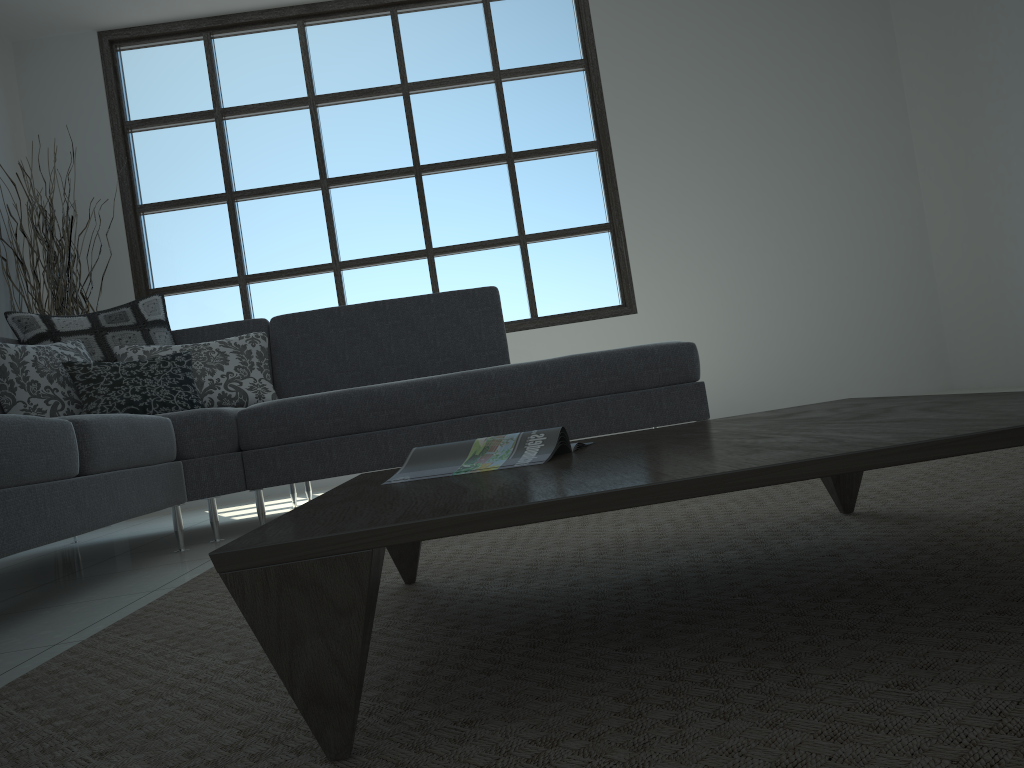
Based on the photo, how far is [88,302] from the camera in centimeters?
500cm

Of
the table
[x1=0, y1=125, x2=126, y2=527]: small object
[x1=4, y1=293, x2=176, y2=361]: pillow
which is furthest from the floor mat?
[x1=0, y1=125, x2=126, y2=527]: small object

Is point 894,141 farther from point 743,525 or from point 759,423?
point 759,423

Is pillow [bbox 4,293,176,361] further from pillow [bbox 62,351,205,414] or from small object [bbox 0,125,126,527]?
small object [bbox 0,125,126,527]

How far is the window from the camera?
5.55m

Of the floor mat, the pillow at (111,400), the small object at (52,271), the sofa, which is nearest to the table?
the floor mat

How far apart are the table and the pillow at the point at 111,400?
1.97m

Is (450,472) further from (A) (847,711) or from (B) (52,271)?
(B) (52,271)

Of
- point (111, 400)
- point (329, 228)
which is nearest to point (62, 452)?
point (111, 400)

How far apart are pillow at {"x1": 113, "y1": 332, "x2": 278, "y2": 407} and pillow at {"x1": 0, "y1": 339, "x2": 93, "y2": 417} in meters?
0.1
